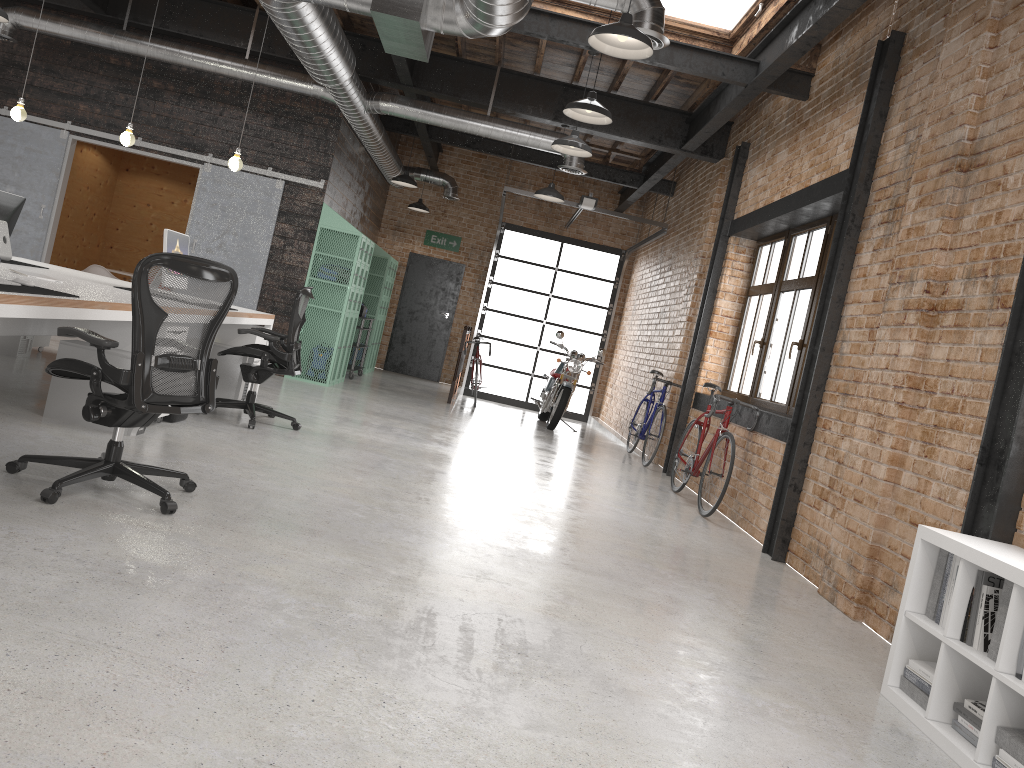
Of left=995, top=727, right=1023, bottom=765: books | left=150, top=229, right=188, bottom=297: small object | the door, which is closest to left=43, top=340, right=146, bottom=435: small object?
left=150, top=229, right=188, bottom=297: small object

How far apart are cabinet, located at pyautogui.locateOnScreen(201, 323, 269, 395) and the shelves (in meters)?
4.25

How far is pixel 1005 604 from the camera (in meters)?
3.00

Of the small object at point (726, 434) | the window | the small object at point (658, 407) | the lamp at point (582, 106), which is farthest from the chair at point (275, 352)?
the small object at point (658, 407)

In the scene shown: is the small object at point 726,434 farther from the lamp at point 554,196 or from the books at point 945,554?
the books at point 945,554

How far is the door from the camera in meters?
15.3 m

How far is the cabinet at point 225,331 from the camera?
7.5m

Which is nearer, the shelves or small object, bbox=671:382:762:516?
small object, bbox=671:382:762:516

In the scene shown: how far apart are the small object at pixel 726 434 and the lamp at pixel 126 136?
5.2m

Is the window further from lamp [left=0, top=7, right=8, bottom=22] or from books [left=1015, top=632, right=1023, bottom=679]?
lamp [left=0, top=7, right=8, bottom=22]
